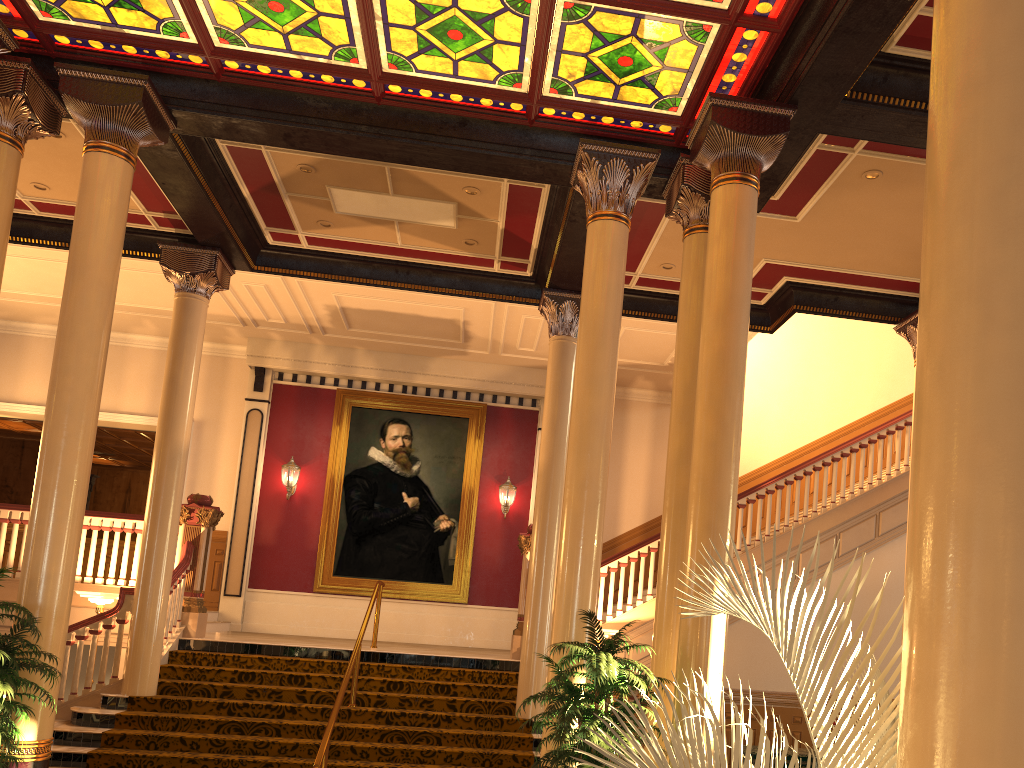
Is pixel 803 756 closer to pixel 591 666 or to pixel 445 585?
pixel 591 666

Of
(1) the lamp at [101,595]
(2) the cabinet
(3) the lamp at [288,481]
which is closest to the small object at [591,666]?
(2) the cabinet

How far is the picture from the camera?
14.44m

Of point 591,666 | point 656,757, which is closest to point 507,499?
point 591,666

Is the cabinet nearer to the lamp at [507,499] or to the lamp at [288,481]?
the lamp at [507,499]

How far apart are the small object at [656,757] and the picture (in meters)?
12.41

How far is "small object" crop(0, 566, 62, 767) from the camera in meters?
5.5

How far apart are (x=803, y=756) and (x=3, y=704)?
6.9m

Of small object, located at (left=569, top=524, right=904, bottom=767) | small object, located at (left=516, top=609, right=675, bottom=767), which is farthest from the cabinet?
small object, located at (left=569, top=524, right=904, bottom=767)

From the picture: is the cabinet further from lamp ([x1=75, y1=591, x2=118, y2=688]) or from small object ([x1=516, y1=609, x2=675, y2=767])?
lamp ([x1=75, y1=591, x2=118, y2=688])
